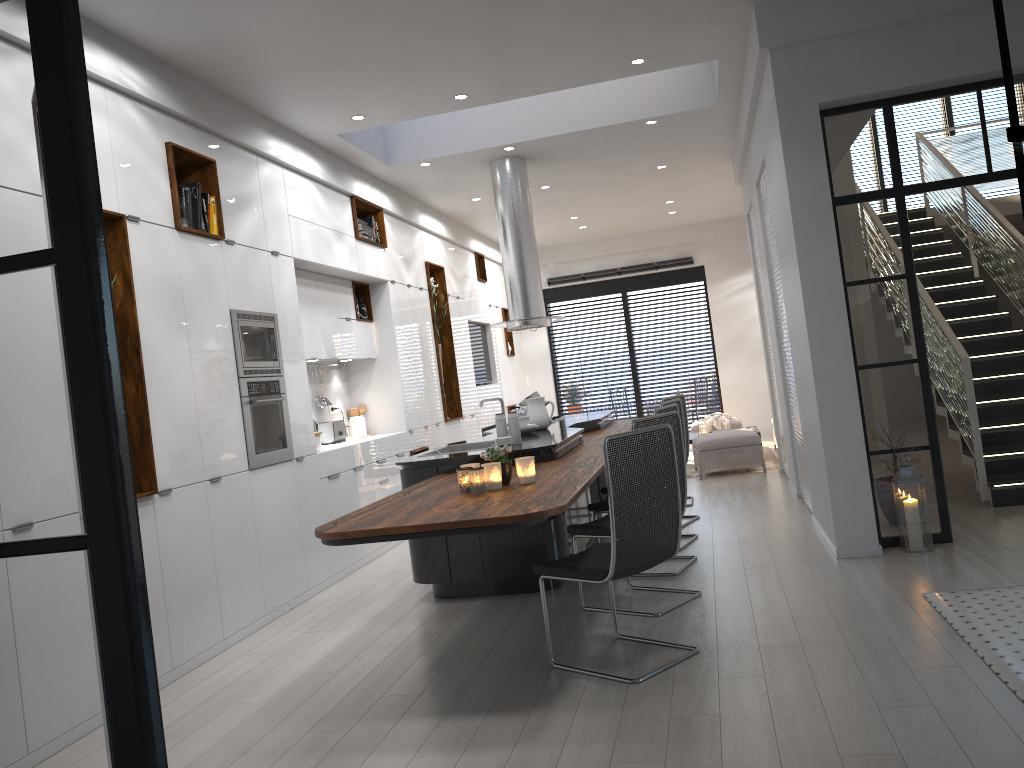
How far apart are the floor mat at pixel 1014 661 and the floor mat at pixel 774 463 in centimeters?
548cm

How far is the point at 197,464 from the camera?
4.95m

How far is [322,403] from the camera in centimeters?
775cm

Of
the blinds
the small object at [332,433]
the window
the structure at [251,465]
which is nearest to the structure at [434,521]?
the structure at [251,465]

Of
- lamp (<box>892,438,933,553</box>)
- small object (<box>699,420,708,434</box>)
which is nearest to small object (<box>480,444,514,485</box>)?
lamp (<box>892,438,933,553</box>)

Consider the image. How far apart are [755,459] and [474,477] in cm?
600

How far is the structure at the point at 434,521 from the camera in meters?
3.4 m

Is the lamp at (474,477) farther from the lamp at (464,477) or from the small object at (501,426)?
the small object at (501,426)

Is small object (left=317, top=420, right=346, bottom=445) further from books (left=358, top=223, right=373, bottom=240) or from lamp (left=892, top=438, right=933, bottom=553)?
lamp (left=892, top=438, right=933, bottom=553)

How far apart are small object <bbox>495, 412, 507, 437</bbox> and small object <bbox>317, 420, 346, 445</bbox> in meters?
2.4
